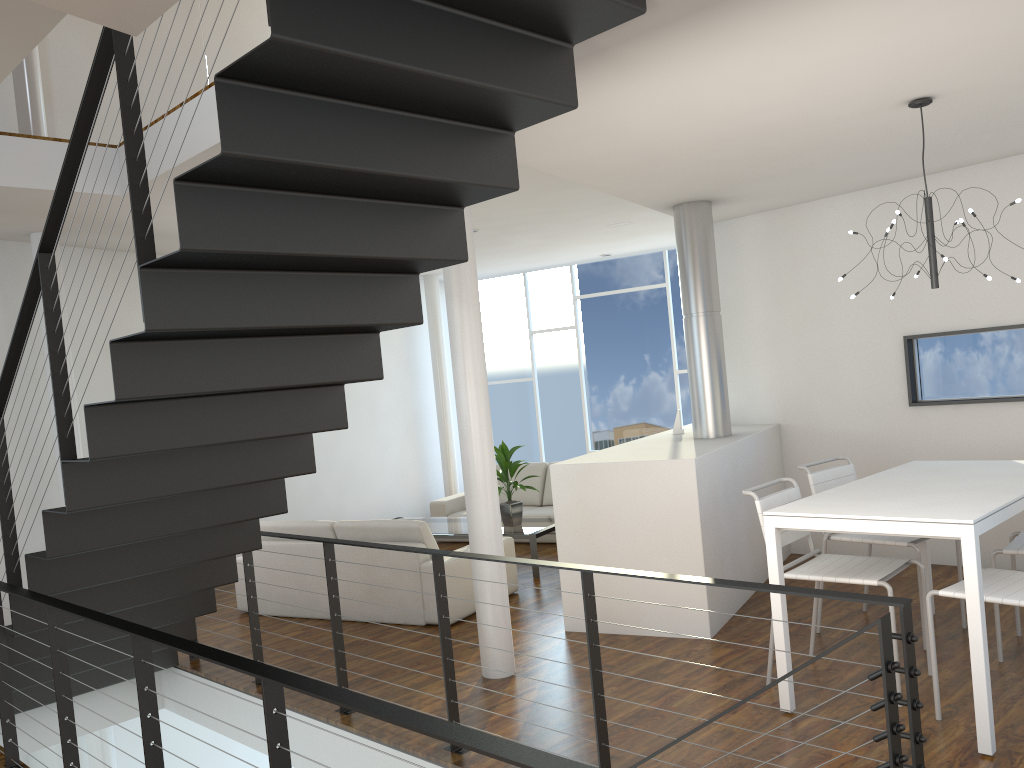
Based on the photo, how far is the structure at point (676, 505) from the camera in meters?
4.1 m

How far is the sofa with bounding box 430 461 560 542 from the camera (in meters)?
7.16

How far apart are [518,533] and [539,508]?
1.40m

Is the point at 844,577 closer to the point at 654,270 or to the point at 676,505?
the point at 676,505

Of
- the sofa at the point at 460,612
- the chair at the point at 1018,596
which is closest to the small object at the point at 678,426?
the sofa at the point at 460,612

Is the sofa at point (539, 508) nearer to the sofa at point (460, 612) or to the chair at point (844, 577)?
the sofa at point (460, 612)

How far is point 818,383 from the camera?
5.50m

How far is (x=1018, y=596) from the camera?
2.79m

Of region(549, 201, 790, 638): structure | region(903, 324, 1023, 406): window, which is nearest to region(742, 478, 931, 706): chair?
region(549, 201, 790, 638): structure

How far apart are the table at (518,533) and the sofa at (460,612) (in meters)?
0.40
